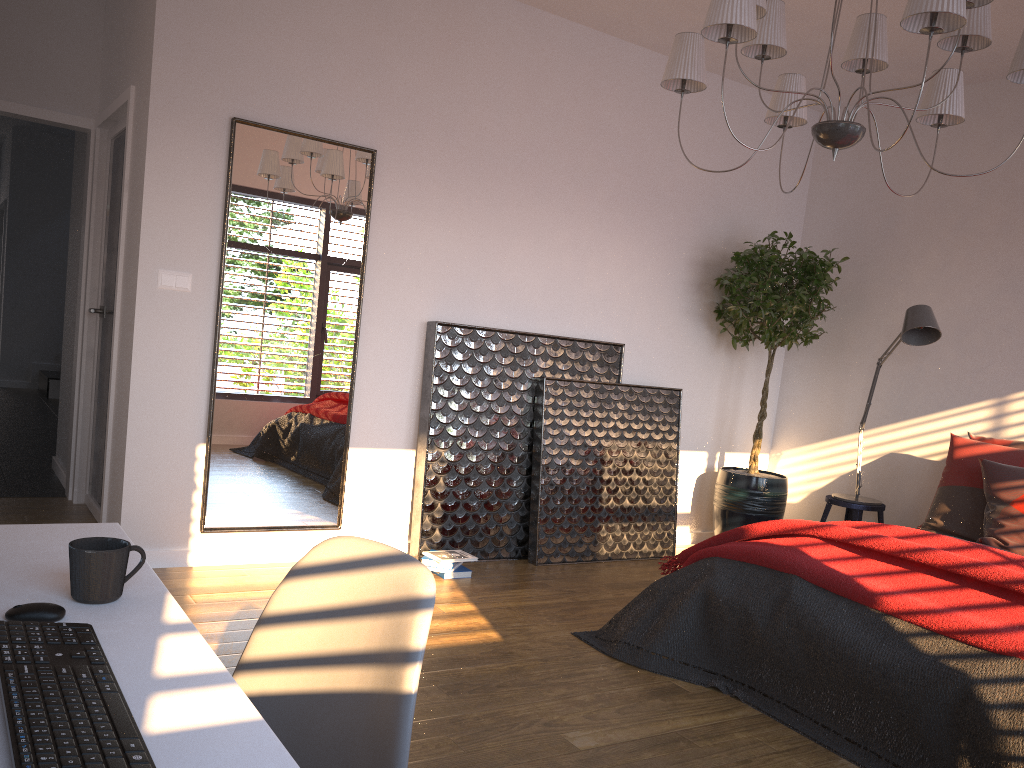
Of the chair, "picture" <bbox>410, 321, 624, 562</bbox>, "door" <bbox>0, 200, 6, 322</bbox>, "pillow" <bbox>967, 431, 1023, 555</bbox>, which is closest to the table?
the chair

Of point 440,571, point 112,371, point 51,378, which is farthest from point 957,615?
point 51,378

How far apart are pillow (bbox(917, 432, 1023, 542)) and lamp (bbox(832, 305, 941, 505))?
0.5 meters

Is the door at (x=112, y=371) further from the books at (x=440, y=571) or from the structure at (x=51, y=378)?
the structure at (x=51, y=378)

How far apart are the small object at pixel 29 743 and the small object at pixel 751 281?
4.4m

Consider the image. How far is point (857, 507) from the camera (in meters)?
5.04

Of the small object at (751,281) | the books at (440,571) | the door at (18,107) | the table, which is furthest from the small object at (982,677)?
the door at (18,107)

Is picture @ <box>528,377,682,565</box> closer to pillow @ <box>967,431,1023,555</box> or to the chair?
pillow @ <box>967,431,1023,555</box>

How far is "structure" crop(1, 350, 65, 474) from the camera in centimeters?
959cm

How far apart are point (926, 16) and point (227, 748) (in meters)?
2.53
